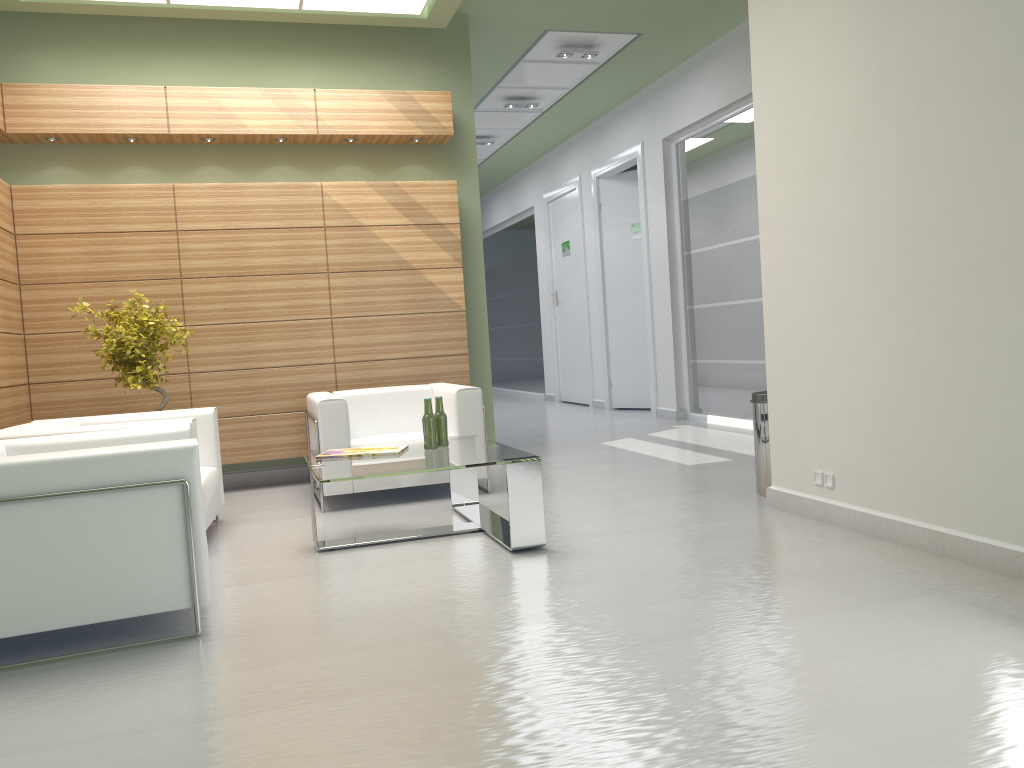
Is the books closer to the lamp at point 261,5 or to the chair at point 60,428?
the chair at point 60,428

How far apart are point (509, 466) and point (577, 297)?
14.5 meters

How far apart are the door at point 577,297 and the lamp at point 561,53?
6.53m

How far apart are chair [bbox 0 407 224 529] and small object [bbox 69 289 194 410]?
0.6m

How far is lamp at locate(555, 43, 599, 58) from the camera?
14.3 meters

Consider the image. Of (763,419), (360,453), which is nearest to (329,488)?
(360,453)

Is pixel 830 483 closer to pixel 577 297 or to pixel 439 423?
pixel 439 423

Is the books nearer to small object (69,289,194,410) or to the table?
the table

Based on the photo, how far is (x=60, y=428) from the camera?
7.50m

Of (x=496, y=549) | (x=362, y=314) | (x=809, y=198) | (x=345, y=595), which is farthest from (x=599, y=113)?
(x=345, y=595)
